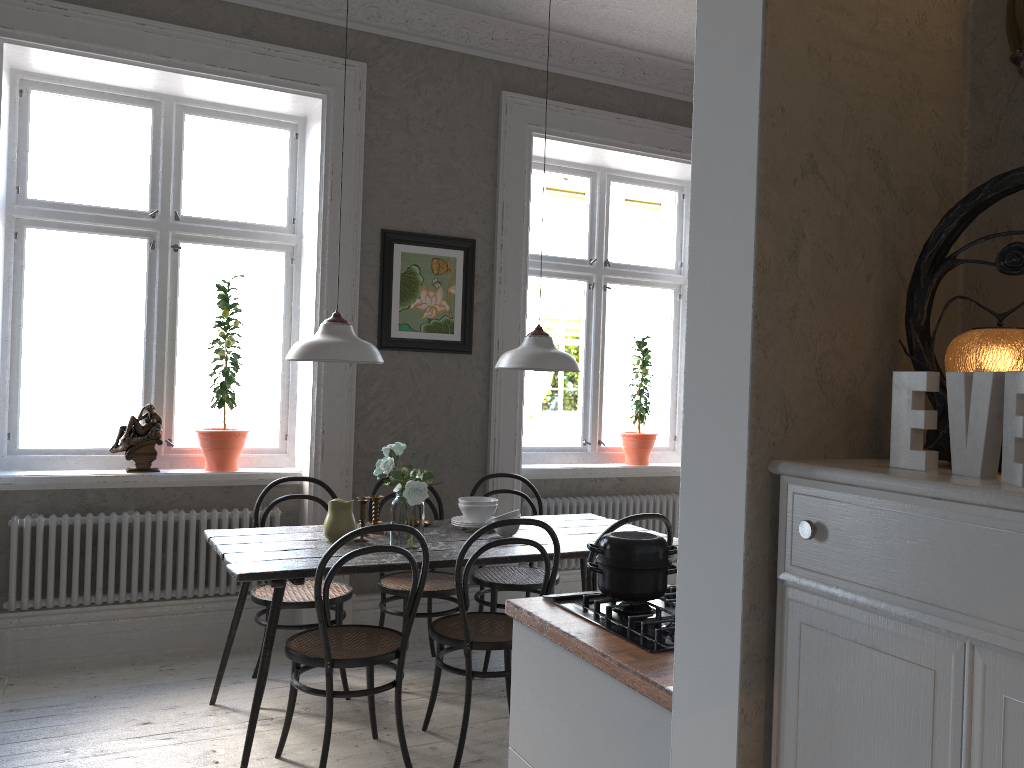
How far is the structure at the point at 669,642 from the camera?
1.9m

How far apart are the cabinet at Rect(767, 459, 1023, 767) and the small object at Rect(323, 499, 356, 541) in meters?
2.5

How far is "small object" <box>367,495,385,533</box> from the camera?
3.84m

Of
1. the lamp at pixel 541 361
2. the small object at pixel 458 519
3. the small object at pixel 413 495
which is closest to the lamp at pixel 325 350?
the small object at pixel 413 495

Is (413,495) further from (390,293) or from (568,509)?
(568,509)

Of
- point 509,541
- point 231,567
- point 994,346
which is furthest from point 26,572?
point 994,346

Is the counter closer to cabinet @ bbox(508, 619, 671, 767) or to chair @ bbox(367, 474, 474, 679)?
cabinet @ bbox(508, 619, 671, 767)

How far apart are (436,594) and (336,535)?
0.6m

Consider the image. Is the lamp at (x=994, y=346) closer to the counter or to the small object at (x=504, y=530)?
the counter

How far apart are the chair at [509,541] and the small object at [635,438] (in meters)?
2.07
